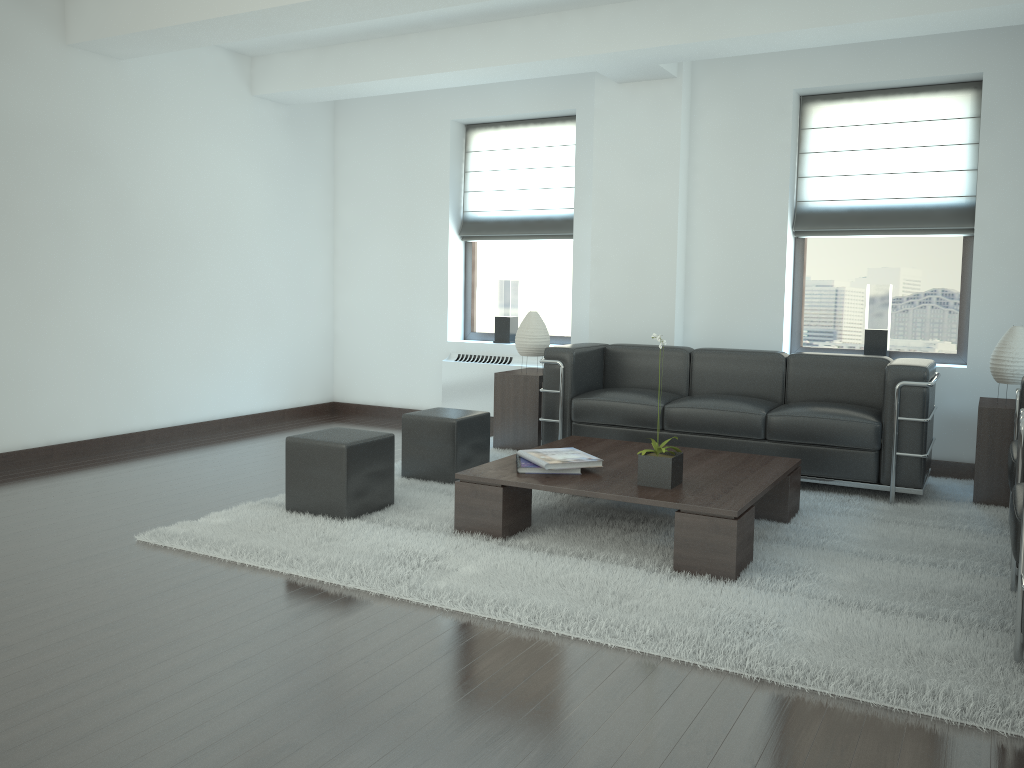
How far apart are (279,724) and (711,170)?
7.5 meters

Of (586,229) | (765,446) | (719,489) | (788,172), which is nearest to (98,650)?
(719,489)

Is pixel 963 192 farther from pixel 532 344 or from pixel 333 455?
pixel 333 455

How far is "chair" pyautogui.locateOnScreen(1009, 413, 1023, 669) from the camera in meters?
4.1 m

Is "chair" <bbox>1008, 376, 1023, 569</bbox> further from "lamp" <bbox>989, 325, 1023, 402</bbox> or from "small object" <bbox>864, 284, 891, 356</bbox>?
"small object" <bbox>864, 284, 891, 356</bbox>

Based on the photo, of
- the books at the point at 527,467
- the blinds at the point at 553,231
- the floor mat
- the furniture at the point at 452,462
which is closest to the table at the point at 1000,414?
the floor mat

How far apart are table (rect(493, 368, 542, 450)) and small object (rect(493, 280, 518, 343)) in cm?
142

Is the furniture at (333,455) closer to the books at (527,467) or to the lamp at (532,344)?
the books at (527,467)

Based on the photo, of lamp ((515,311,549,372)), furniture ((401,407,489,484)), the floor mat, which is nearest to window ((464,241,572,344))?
lamp ((515,311,549,372))

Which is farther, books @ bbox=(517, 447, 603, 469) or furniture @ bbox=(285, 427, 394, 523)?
furniture @ bbox=(285, 427, 394, 523)
